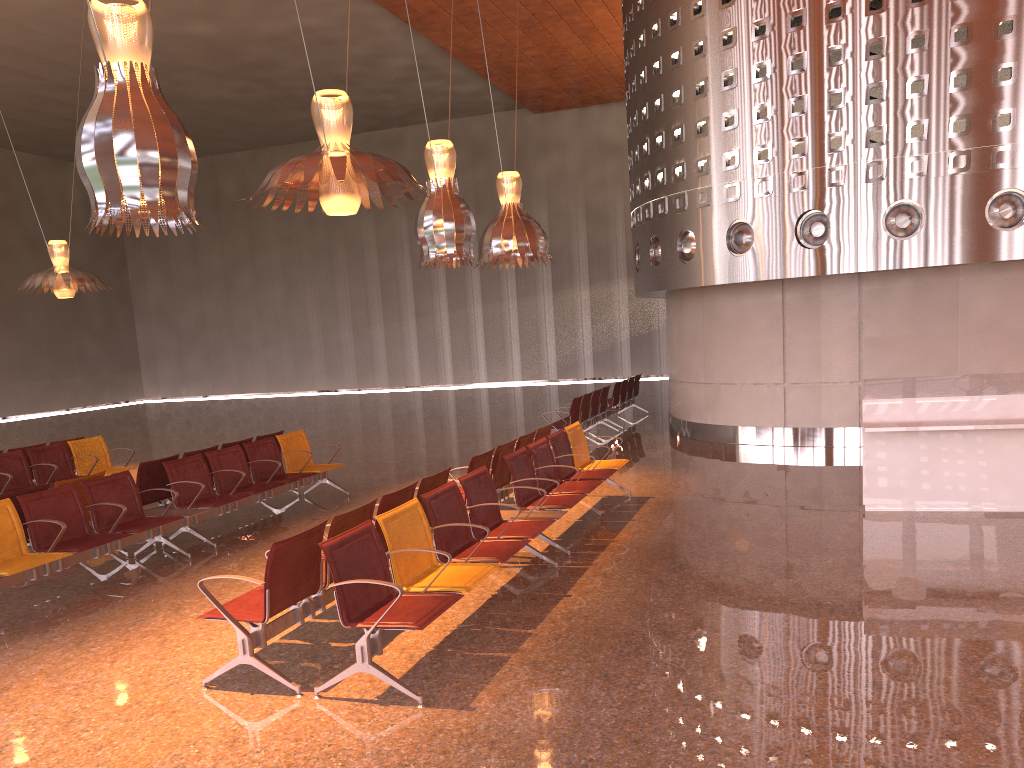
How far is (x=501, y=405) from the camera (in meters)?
22.98
